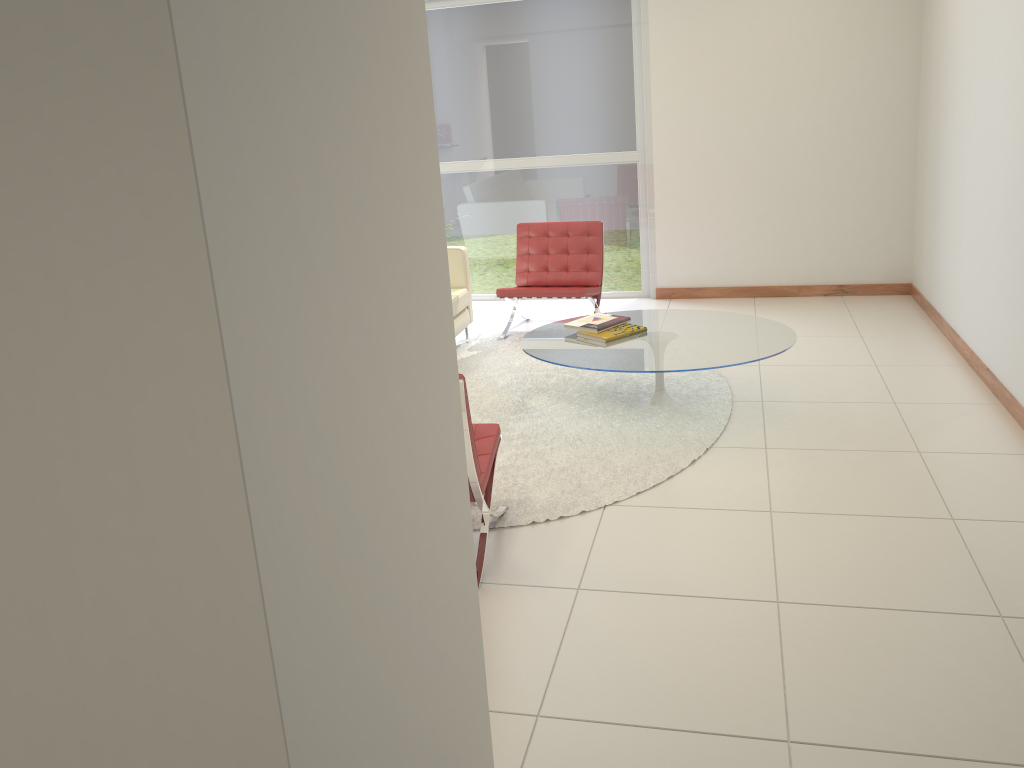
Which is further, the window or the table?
the window

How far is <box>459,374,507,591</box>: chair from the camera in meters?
3.3

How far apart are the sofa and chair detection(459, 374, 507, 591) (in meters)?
2.53

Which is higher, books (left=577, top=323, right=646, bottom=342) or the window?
the window

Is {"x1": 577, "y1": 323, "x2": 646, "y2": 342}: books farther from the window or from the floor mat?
the window

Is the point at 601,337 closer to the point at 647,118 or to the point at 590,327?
the point at 590,327

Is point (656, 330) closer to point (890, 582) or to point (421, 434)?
point (890, 582)

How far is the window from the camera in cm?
727

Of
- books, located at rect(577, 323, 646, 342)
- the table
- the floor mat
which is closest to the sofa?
the floor mat

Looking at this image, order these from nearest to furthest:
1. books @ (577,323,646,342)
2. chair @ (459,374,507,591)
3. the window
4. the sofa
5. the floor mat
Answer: chair @ (459,374,507,591)
the floor mat
books @ (577,323,646,342)
the sofa
the window
